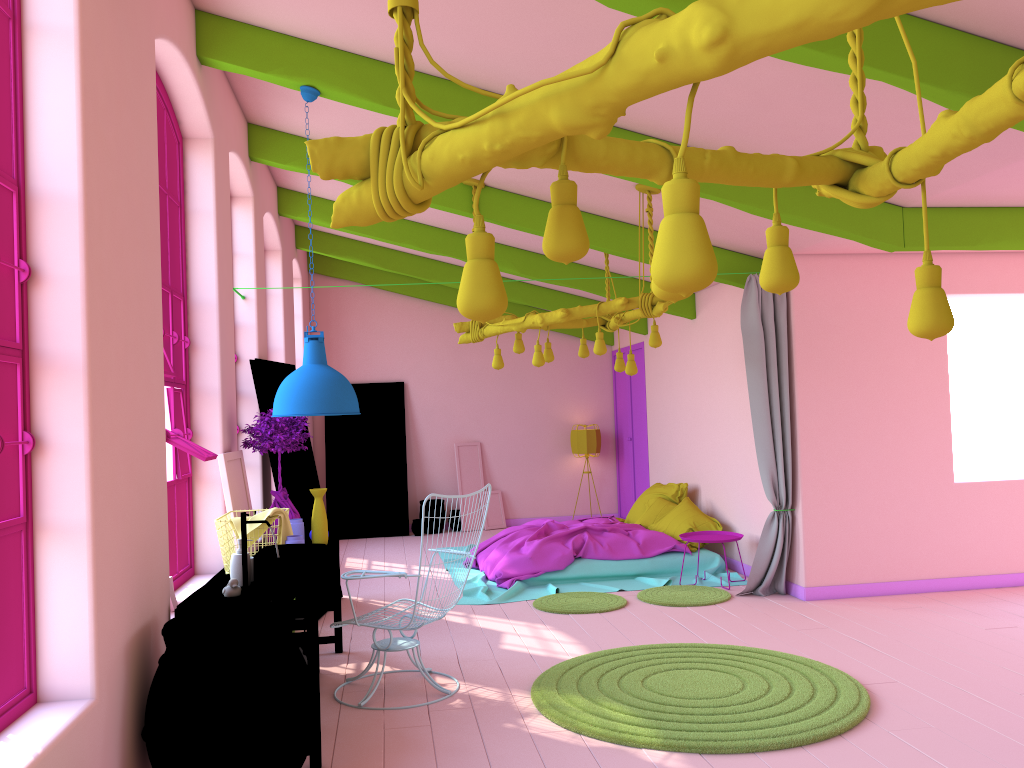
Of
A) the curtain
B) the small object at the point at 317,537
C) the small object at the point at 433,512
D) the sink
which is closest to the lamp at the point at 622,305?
the curtain

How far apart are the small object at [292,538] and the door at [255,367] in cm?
222

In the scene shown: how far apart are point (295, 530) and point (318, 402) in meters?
1.2 m

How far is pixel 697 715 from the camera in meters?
4.6

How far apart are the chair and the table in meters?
0.3 m

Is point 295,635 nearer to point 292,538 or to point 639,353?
point 292,538

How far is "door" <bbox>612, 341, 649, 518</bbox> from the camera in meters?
12.1

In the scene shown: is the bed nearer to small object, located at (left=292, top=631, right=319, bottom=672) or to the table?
the table

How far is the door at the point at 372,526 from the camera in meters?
12.5 m

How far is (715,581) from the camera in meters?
8.4 m
